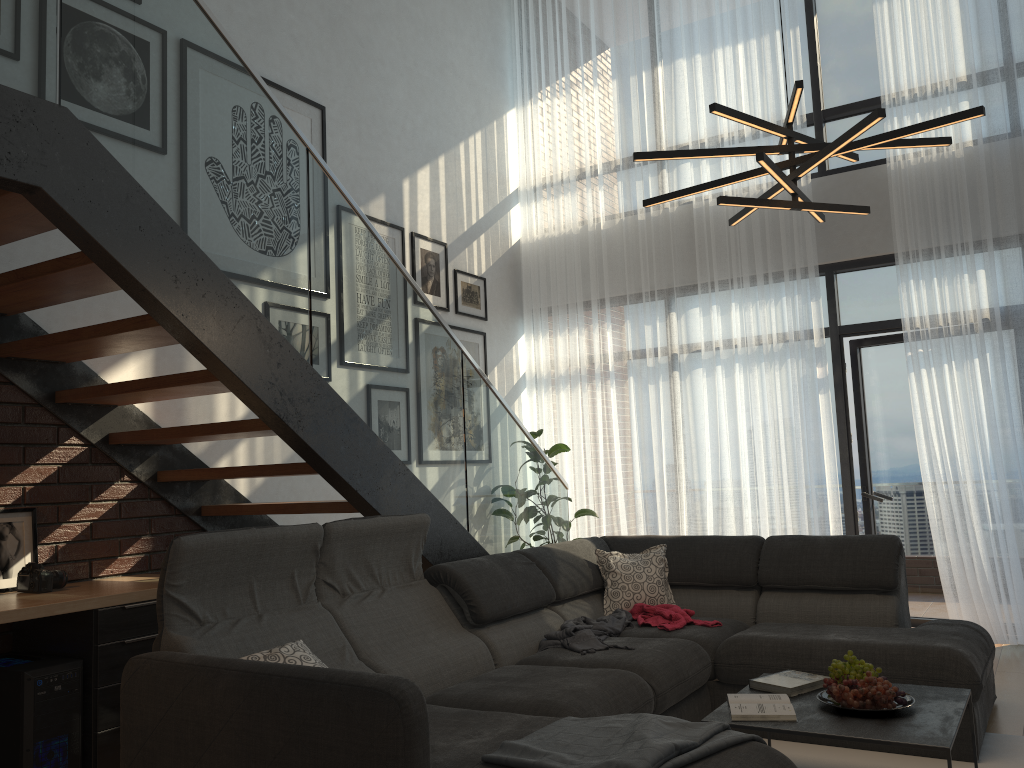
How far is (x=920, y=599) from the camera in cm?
590

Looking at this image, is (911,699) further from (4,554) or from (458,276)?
(458,276)

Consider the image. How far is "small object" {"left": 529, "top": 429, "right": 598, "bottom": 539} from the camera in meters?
6.6 m

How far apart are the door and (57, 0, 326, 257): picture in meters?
3.8 m

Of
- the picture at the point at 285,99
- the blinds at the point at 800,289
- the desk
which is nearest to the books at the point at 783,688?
the desk

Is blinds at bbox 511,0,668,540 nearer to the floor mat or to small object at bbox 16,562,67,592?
the floor mat

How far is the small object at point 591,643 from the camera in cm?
362

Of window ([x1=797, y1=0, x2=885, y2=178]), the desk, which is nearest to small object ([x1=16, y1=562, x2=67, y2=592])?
the desk

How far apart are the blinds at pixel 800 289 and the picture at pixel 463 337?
1.3 meters

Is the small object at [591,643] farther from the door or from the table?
the door
